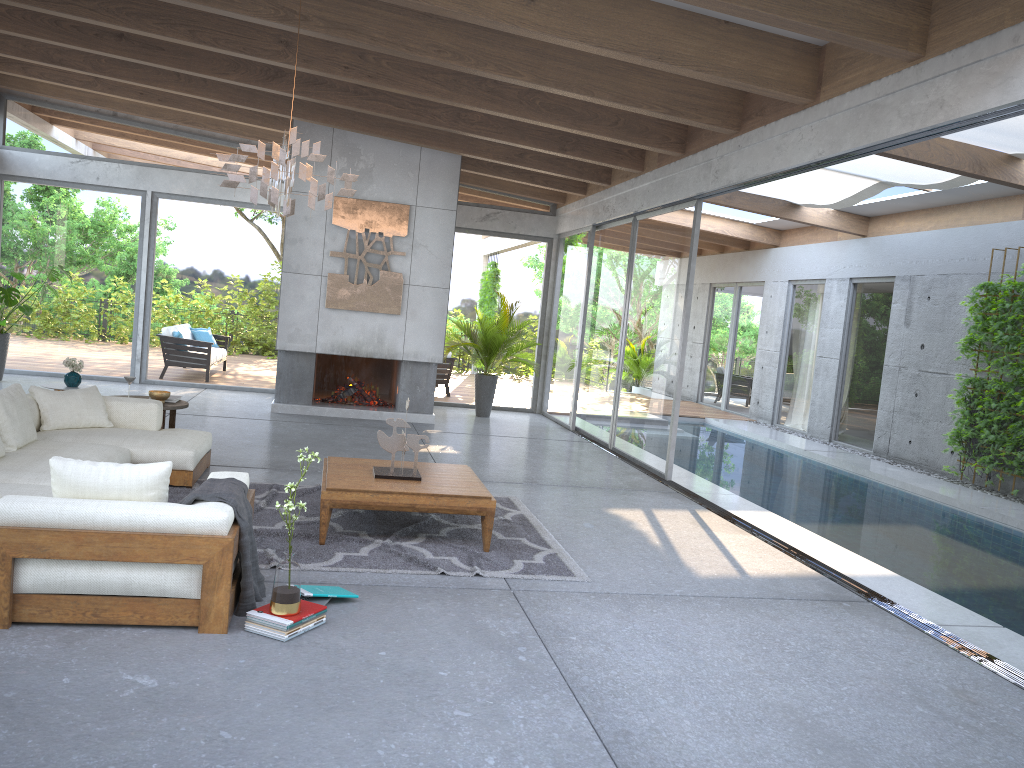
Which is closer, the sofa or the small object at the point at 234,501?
the sofa

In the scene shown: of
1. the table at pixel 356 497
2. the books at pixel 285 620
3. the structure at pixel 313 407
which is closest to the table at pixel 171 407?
the table at pixel 356 497

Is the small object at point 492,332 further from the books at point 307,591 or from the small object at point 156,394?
the books at point 307,591

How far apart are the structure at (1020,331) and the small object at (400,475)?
6.87m

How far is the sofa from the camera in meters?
3.6

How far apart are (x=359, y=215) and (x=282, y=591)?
7.58m

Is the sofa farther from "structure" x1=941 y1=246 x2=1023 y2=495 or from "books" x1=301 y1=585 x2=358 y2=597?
"structure" x1=941 y1=246 x2=1023 y2=495

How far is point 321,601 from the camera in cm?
421

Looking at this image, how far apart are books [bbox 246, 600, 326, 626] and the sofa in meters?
0.1

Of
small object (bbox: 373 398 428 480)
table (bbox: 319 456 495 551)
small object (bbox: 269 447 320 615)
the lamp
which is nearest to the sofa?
small object (bbox: 269 447 320 615)
